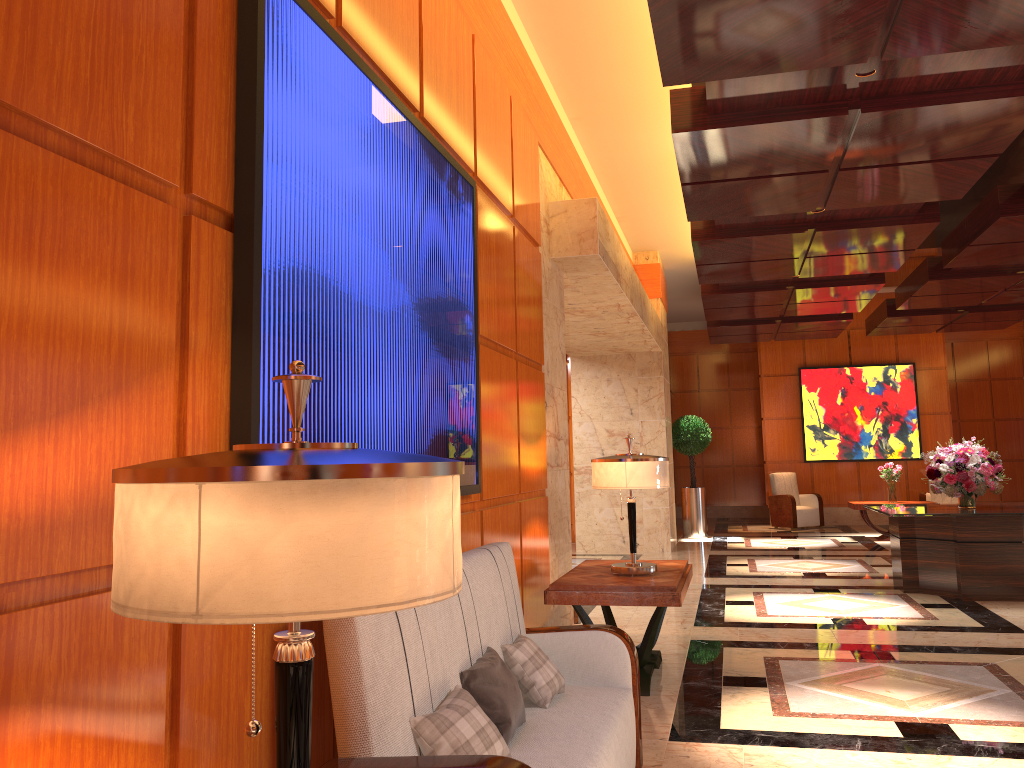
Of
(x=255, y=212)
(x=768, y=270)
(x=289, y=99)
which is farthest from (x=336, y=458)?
(x=768, y=270)

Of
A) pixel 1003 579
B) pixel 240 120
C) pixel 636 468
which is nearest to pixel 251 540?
pixel 240 120

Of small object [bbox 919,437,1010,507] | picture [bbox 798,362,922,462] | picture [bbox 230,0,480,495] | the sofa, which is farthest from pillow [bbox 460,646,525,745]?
picture [bbox 798,362,922,462]

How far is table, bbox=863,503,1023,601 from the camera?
7.58m

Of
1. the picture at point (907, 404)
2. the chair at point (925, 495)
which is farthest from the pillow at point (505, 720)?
the picture at point (907, 404)

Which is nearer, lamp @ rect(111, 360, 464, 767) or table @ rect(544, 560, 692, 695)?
lamp @ rect(111, 360, 464, 767)

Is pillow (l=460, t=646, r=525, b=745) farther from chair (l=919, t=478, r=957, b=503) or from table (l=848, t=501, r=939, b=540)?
chair (l=919, t=478, r=957, b=503)

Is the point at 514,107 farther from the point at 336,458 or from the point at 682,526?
the point at 682,526

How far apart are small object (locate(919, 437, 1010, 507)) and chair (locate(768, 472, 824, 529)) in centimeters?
671cm

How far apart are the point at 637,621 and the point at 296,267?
5.38m
